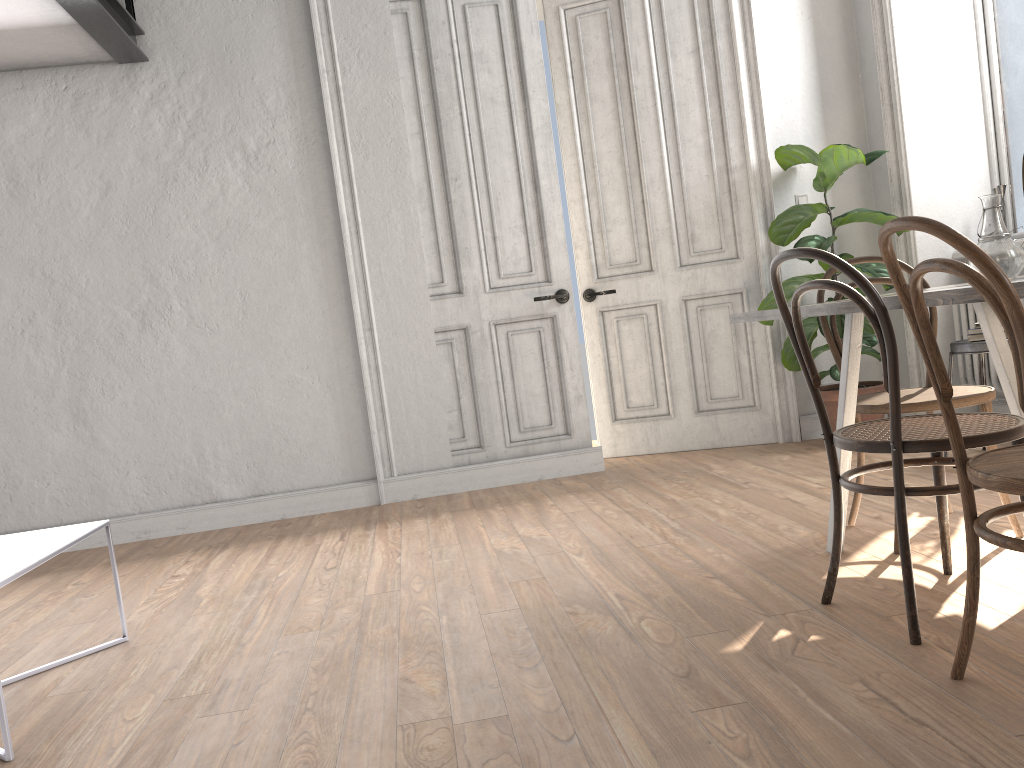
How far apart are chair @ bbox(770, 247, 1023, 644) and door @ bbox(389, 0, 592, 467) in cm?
259

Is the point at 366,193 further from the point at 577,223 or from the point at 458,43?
the point at 577,223

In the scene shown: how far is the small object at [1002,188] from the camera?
4.4m

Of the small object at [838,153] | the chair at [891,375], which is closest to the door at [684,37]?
the small object at [838,153]

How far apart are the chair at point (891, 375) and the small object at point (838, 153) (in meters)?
2.21

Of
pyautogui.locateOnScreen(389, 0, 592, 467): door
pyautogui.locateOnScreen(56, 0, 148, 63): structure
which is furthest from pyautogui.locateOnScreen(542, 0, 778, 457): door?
pyautogui.locateOnScreen(56, 0, 148, 63): structure

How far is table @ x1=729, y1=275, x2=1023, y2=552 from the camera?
1.7m

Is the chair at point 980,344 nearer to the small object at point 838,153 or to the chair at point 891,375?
the small object at point 838,153

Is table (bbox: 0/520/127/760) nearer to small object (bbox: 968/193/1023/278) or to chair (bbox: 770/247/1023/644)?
chair (bbox: 770/247/1023/644)

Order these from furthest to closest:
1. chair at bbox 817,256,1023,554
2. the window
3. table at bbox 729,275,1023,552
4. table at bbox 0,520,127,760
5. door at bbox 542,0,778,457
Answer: A: 1. door at bbox 542,0,778,457
2. the window
3. chair at bbox 817,256,1023,554
4. table at bbox 0,520,127,760
5. table at bbox 729,275,1023,552
